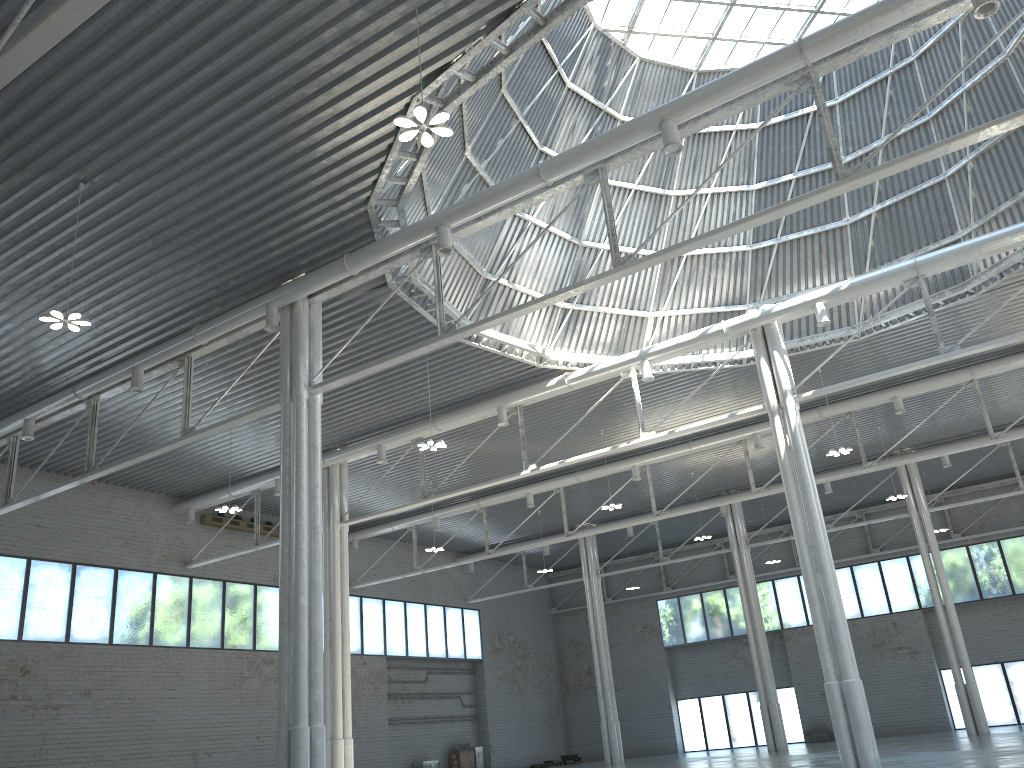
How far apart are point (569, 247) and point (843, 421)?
20.62m

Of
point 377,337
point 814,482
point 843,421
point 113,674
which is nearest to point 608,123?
point 377,337
